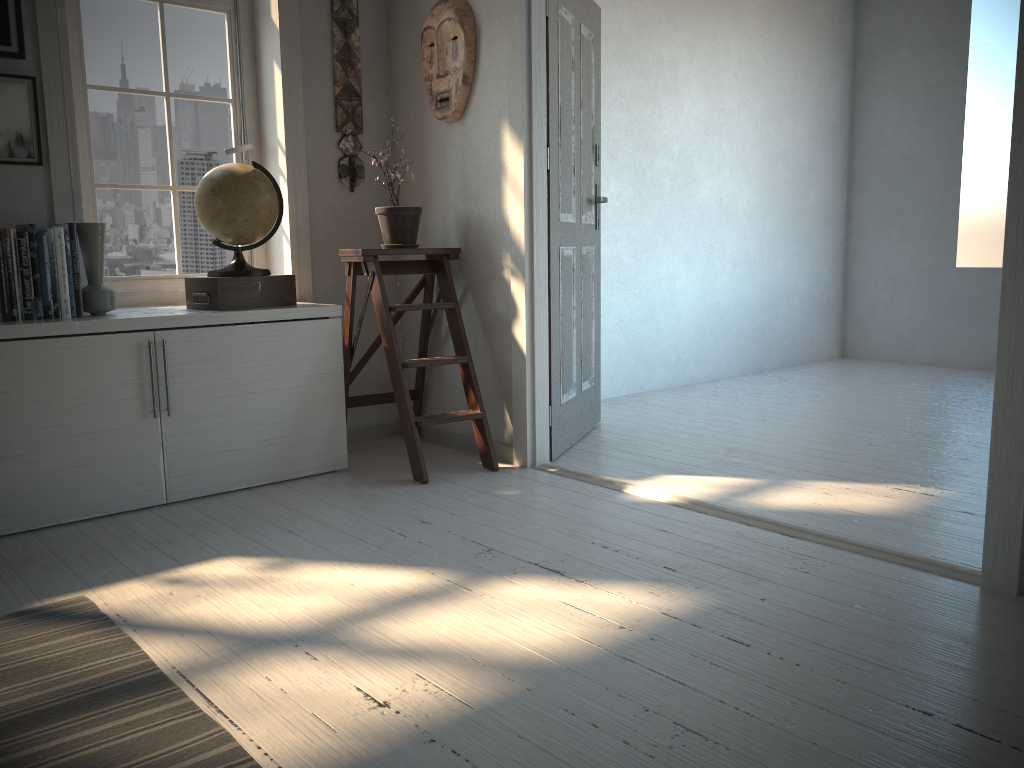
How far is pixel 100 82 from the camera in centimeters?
345cm

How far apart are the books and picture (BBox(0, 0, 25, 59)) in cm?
60

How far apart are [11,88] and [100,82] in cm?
45

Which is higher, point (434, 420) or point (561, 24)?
point (561, 24)

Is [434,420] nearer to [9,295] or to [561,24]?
[9,295]

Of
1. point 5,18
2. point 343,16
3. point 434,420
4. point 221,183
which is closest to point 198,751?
point 434,420

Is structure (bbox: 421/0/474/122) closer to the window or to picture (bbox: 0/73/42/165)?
the window

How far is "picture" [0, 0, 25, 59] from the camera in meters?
3.0

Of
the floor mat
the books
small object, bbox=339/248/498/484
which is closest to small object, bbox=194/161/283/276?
small object, bbox=339/248/498/484

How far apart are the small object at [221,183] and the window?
0.4m
